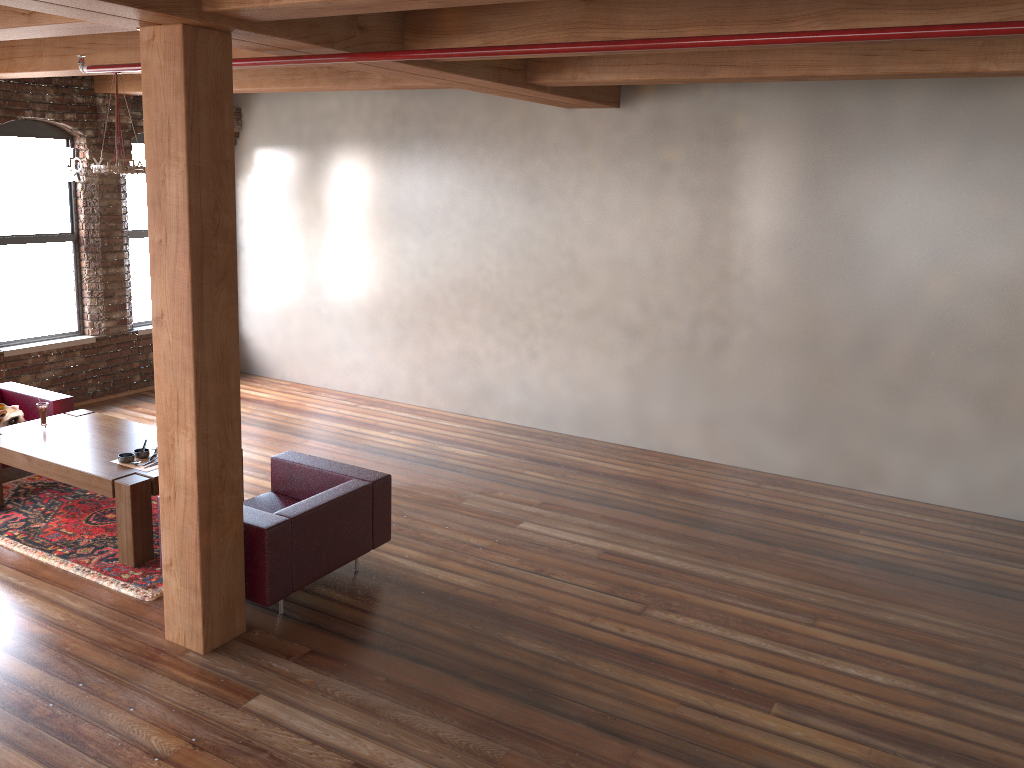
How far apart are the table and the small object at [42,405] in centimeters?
4cm

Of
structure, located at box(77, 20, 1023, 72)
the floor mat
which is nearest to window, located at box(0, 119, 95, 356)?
the floor mat

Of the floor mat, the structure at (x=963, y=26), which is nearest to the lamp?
the structure at (x=963, y=26)

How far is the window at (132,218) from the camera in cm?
950

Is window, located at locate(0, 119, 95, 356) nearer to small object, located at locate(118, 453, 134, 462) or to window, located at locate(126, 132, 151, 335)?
window, located at locate(126, 132, 151, 335)

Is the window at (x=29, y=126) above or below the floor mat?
above

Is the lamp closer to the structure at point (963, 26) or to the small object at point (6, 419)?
the structure at point (963, 26)

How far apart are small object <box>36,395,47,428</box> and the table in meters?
0.0 m

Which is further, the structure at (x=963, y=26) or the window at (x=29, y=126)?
the window at (x=29, y=126)

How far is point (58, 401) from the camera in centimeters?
704cm
